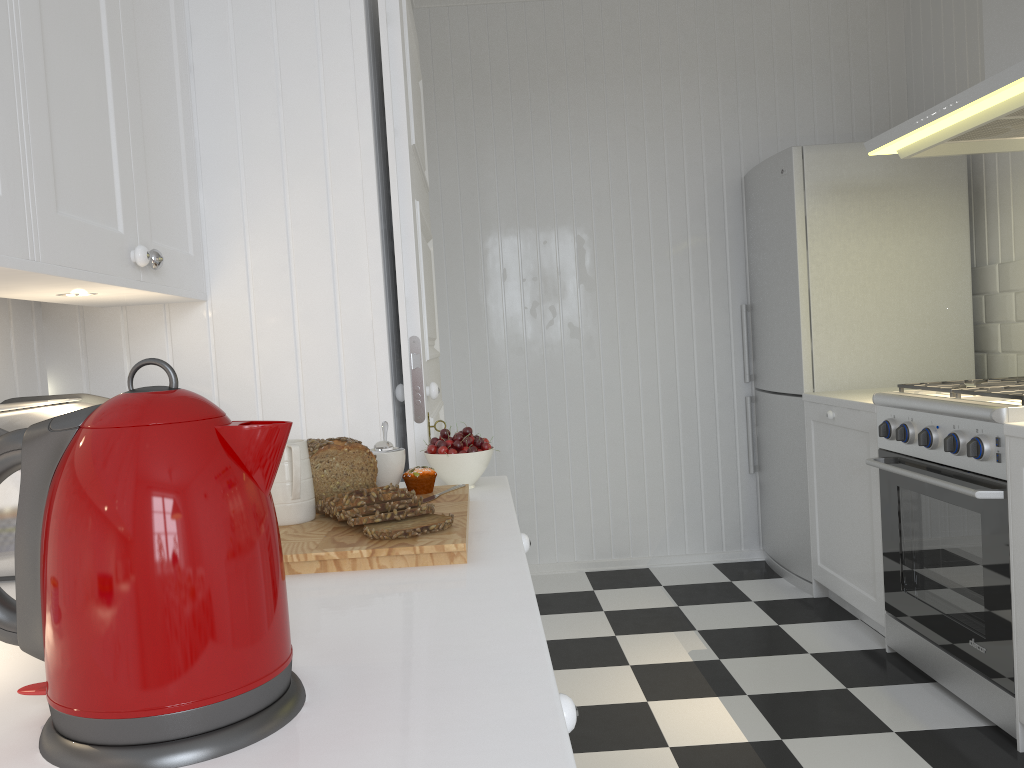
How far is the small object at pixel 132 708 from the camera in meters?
0.6 m

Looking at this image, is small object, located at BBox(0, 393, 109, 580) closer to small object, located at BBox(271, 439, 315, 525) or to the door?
small object, located at BBox(271, 439, 315, 525)

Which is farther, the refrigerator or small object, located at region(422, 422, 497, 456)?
the refrigerator

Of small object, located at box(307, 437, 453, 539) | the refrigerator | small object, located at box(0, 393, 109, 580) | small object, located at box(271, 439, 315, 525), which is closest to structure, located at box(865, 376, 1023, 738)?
the refrigerator

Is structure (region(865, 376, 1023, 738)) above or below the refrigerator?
below

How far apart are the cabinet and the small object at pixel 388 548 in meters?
0.0 m

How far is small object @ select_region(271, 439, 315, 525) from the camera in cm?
126

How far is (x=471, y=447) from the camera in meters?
1.6

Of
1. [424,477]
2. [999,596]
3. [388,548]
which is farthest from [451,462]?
[999,596]

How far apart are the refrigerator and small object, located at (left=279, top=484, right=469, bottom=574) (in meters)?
2.42
